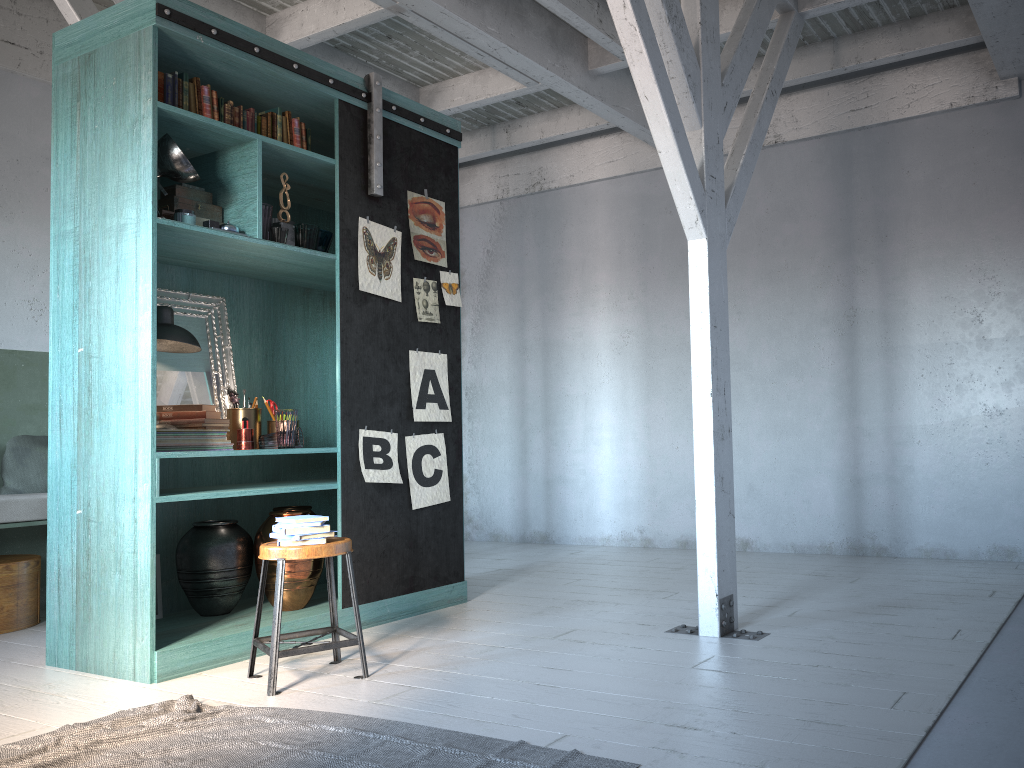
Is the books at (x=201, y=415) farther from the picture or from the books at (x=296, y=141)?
the books at (x=296, y=141)

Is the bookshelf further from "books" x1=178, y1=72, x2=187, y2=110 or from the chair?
the chair

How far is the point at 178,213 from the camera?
4.83m

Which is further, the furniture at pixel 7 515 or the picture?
the furniture at pixel 7 515

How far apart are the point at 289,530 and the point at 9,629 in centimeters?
295cm

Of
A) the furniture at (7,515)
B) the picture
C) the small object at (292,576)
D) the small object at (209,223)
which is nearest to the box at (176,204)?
the small object at (209,223)

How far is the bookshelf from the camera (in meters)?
4.58

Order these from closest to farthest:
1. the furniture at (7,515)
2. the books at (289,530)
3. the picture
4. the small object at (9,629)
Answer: the books at (289,530), the picture, the furniture at (7,515), the small object at (9,629)

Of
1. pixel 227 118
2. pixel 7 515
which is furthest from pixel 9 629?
pixel 227 118

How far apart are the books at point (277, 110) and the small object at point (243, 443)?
2.0 meters
